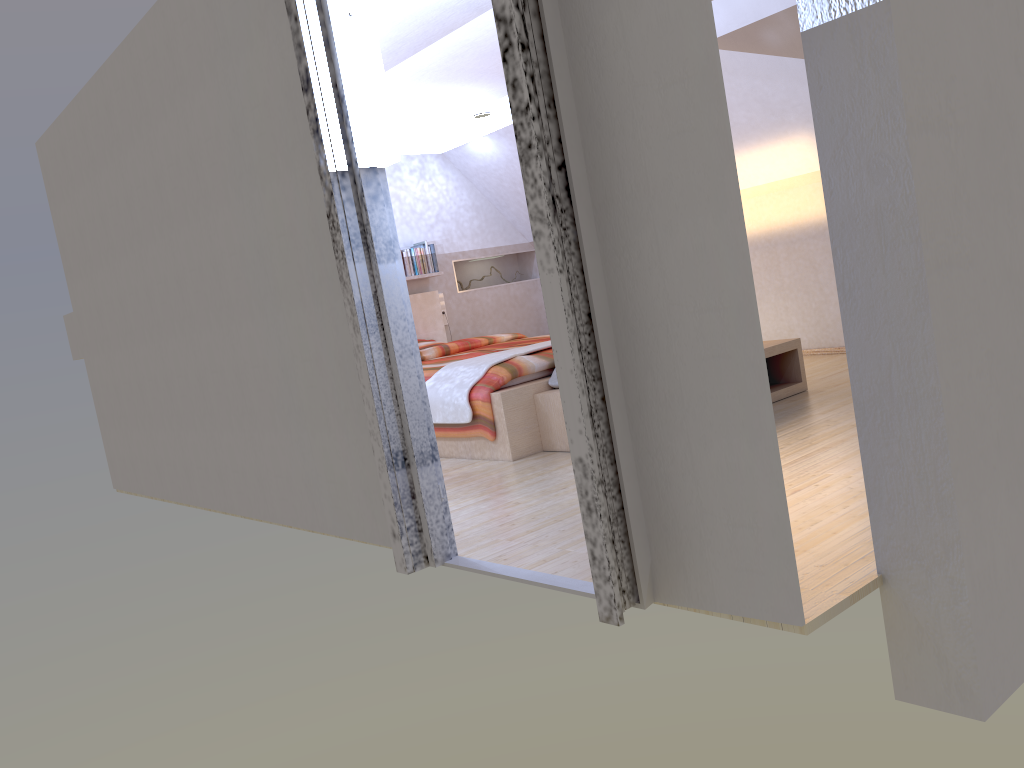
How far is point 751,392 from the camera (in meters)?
1.94

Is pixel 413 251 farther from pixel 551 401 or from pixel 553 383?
pixel 551 401

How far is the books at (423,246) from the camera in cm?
766

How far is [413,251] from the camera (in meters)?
7.55

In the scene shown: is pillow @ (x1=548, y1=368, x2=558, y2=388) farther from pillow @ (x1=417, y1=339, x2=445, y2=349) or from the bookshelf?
pillow @ (x1=417, y1=339, x2=445, y2=349)

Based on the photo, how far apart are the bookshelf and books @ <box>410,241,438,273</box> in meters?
3.3

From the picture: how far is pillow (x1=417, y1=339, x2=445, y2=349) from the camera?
7.4m

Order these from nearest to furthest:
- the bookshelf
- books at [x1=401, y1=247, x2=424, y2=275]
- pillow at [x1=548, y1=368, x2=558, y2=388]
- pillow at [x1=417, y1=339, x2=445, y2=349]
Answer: the bookshelf, pillow at [x1=548, y1=368, x2=558, y2=388], pillow at [x1=417, y1=339, x2=445, y2=349], books at [x1=401, y1=247, x2=424, y2=275]

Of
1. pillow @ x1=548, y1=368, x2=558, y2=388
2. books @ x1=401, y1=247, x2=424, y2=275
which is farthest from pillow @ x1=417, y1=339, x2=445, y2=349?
pillow @ x1=548, y1=368, x2=558, y2=388

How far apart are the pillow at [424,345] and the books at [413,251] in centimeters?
60cm
